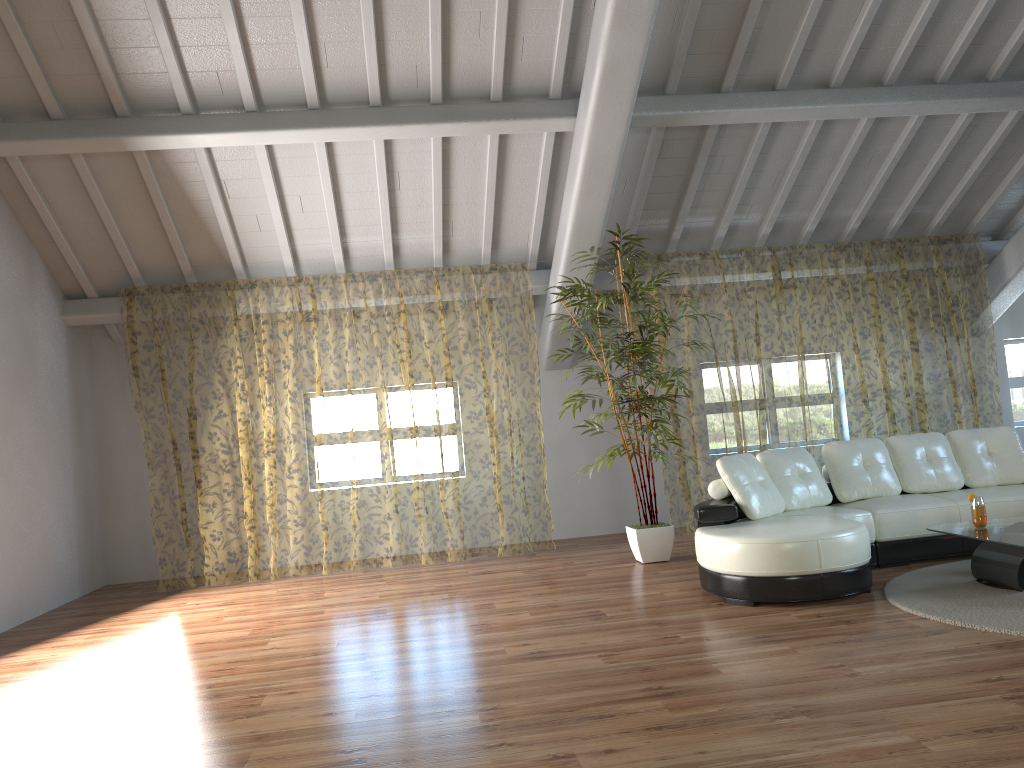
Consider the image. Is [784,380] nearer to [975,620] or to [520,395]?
[520,395]

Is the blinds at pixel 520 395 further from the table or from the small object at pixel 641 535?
the table

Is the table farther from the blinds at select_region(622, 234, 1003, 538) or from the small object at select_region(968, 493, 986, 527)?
the blinds at select_region(622, 234, 1003, 538)

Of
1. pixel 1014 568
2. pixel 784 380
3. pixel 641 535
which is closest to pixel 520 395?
pixel 784 380

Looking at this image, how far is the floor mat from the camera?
4.0 meters

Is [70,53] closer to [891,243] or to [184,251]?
[184,251]

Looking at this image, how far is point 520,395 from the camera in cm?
1406

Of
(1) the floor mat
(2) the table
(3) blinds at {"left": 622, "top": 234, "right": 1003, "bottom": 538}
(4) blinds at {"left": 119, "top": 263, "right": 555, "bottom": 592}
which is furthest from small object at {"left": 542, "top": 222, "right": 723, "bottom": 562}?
(2) the table

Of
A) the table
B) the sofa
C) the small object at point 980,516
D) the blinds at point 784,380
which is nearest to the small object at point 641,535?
the sofa

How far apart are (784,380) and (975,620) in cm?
886
